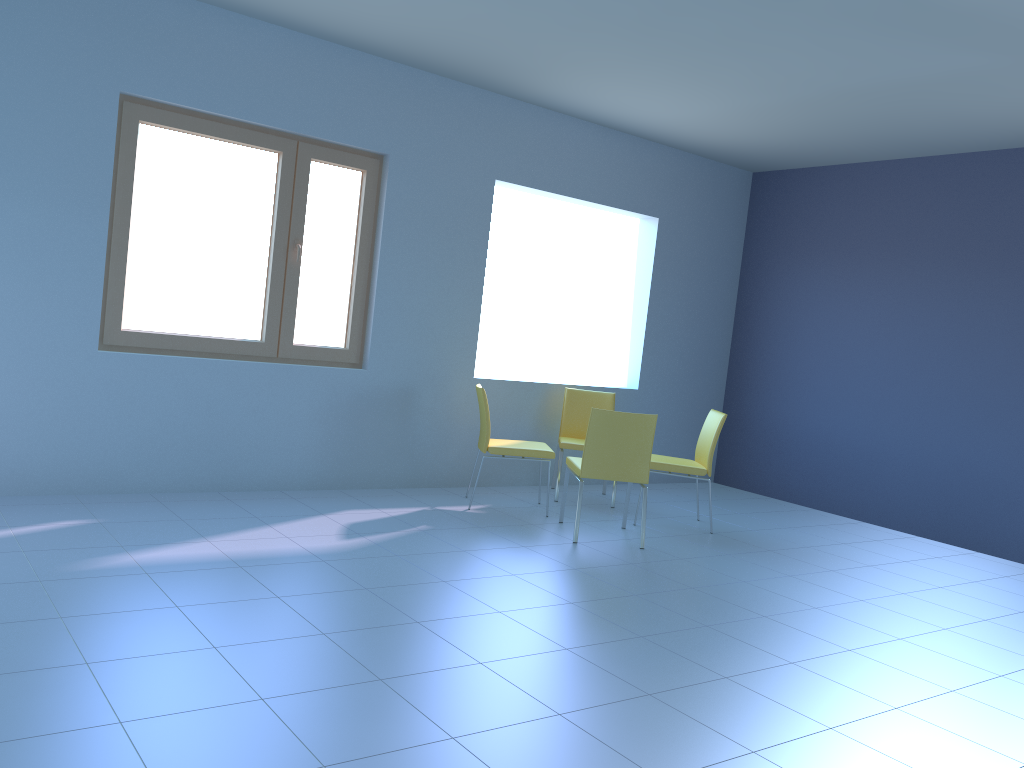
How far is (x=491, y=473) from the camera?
5.9 meters

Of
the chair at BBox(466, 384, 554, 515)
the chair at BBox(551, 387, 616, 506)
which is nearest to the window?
the chair at BBox(466, 384, 554, 515)

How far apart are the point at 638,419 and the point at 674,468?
0.76m

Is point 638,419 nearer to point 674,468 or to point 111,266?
point 674,468

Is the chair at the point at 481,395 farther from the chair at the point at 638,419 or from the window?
the window

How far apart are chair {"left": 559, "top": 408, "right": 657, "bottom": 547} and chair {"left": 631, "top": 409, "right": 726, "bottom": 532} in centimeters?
54cm

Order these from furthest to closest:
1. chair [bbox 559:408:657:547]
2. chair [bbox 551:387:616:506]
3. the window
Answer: chair [bbox 551:387:616:506], chair [bbox 559:408:657:547], the window

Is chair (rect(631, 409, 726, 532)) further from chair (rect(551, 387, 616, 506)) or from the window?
the window

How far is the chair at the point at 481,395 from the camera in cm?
505

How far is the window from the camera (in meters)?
4.39
